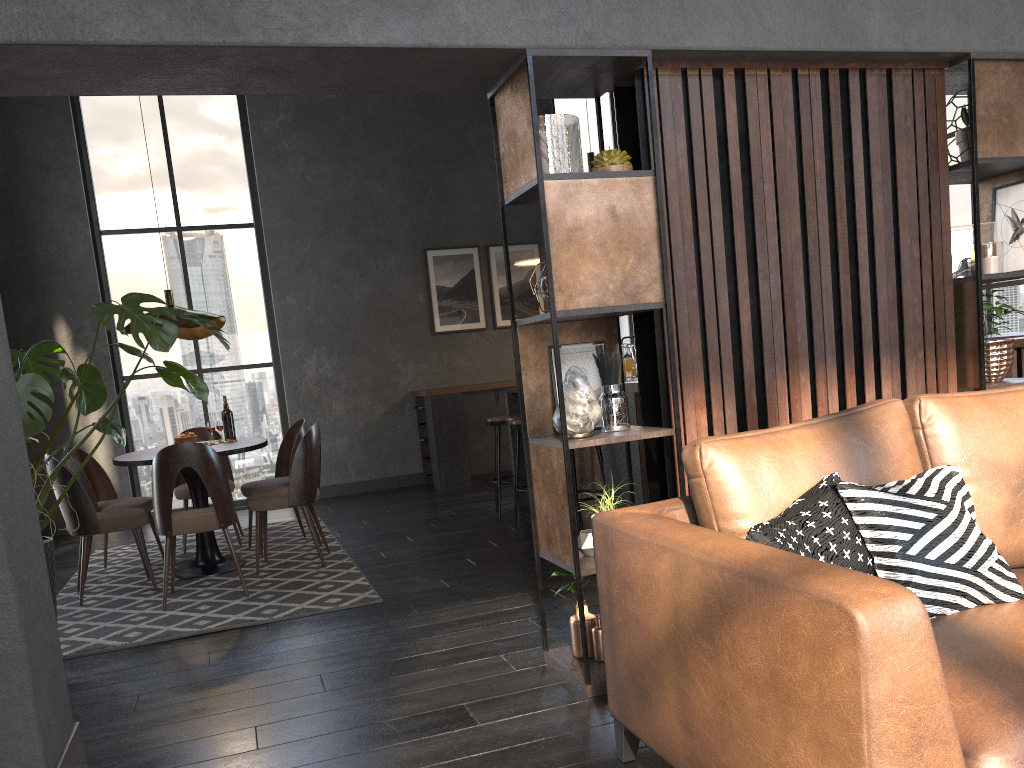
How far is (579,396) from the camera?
2.9m

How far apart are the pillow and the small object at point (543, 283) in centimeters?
116cm

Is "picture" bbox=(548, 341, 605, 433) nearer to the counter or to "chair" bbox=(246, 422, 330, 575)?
the counter

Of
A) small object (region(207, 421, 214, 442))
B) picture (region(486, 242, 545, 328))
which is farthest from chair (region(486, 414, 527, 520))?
picture (region(486, 242, 545, 328))

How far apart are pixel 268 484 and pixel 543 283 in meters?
3.5 m

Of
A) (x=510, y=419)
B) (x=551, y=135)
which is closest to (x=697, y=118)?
(x=551, y=135)

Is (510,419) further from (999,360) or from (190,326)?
(999,360)

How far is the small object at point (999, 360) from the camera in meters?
3.5

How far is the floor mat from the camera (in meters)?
4.18

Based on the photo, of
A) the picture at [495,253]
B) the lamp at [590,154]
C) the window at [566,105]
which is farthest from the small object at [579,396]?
the window at [566,105]
